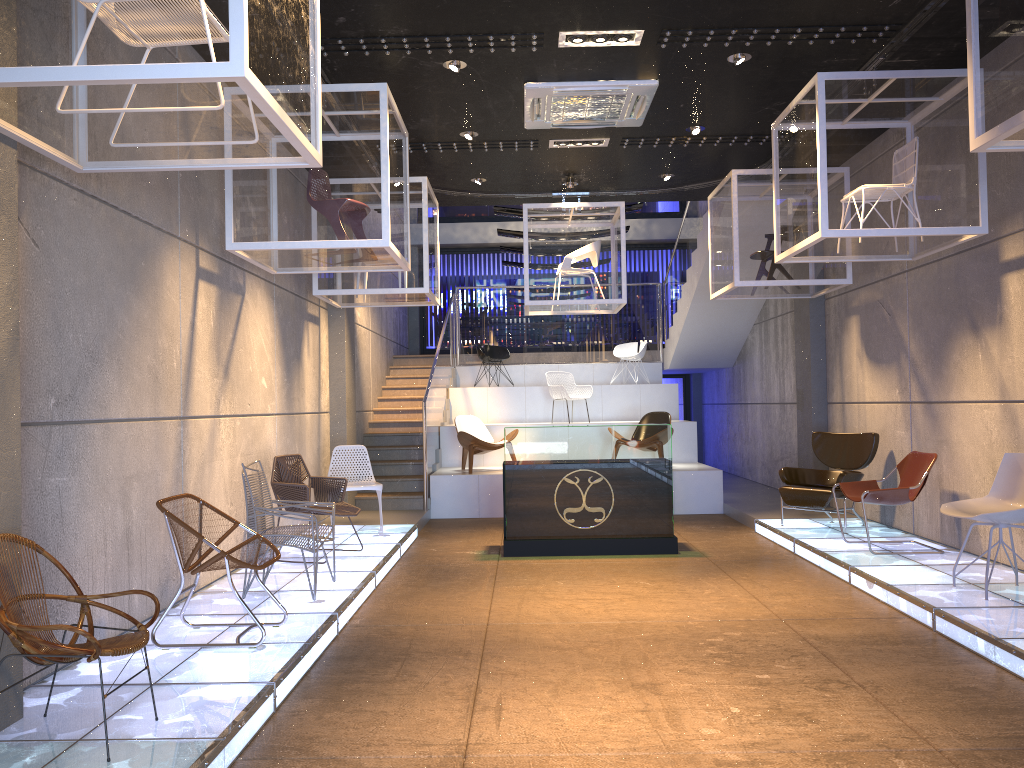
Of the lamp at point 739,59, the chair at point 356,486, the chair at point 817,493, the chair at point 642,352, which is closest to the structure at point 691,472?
the chair at point 642,352

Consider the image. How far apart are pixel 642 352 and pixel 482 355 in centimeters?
272cm

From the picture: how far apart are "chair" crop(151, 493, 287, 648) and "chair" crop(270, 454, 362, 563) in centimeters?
205cm

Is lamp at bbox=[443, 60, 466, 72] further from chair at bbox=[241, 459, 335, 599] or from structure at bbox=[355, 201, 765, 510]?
structure at bbox=[355, 201, 765, 510]

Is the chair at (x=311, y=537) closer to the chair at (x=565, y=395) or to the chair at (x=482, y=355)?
the chair at (x=565, y=395)

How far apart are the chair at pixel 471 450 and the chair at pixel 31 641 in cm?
773

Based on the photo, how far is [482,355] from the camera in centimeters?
1499cm

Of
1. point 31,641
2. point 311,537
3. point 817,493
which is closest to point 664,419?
point 817,493

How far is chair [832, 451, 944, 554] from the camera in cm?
721

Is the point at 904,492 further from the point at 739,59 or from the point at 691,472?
the point at 691,472
